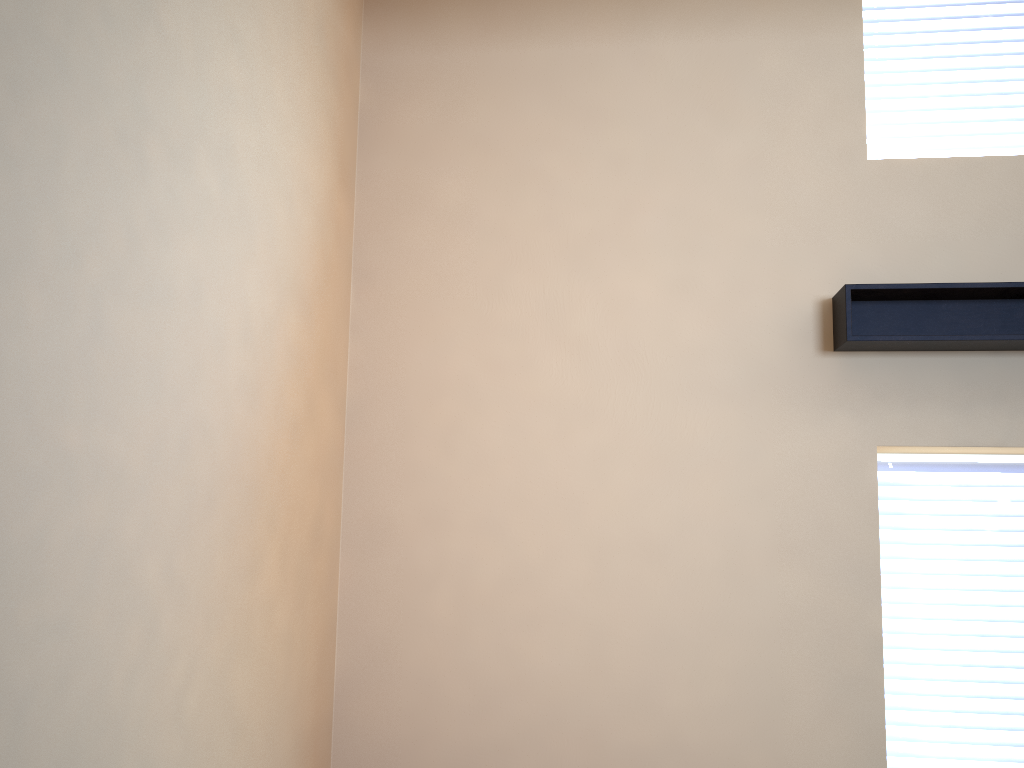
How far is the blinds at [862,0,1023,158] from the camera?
3.8 meters

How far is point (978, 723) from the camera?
3.5 meters

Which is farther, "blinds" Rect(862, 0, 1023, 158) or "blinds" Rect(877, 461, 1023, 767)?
"blinds" Rect(862, 0, 1023, 158)

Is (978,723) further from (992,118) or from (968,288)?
(992,118)

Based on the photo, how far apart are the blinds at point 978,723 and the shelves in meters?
0.6

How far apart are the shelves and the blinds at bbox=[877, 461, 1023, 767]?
0.6 meters

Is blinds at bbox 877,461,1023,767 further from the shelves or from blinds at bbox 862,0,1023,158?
blinds at bbox 862,0,1023,158

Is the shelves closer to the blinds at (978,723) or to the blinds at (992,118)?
the blinds at (978,723)

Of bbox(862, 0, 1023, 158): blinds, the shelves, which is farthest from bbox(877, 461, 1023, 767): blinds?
bbox(862, 0, 1023, 158): blinds

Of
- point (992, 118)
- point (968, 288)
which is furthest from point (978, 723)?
point (992, 118)
